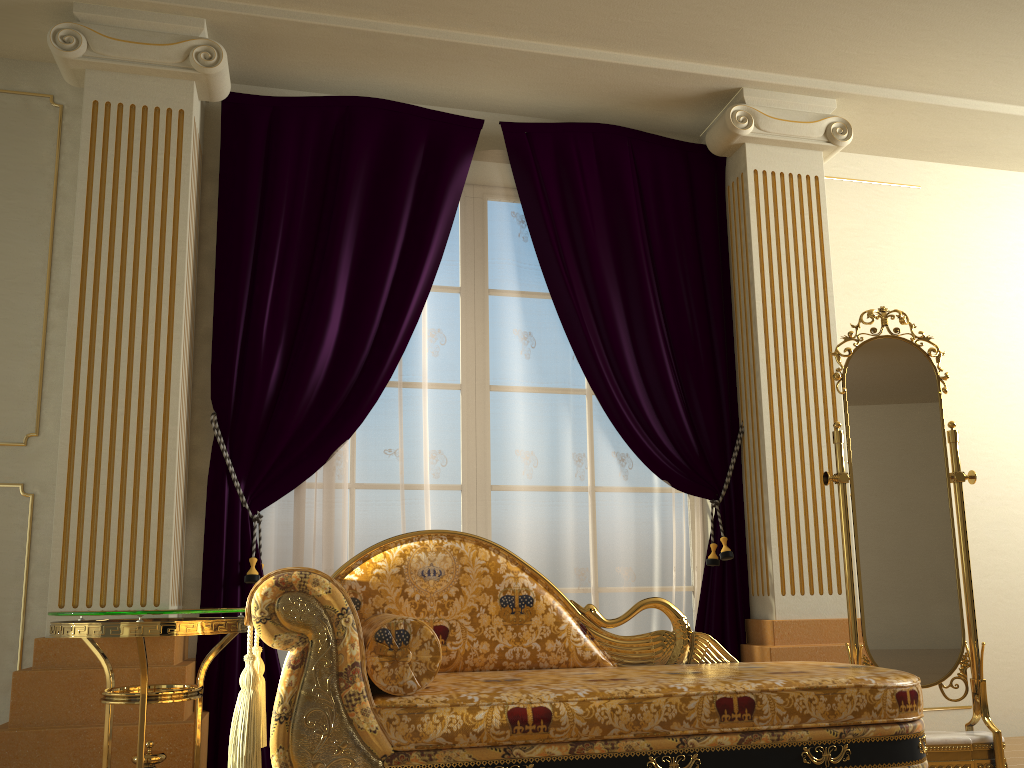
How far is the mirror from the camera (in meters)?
3.01

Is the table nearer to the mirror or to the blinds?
the blinds

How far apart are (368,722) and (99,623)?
0.8m

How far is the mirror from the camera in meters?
3.0 m

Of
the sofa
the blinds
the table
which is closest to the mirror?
the sofa

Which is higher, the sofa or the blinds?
the blinds

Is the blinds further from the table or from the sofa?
the sofa

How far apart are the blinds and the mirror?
0.50m

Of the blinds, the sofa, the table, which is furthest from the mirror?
the table

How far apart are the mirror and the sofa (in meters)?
0.37
